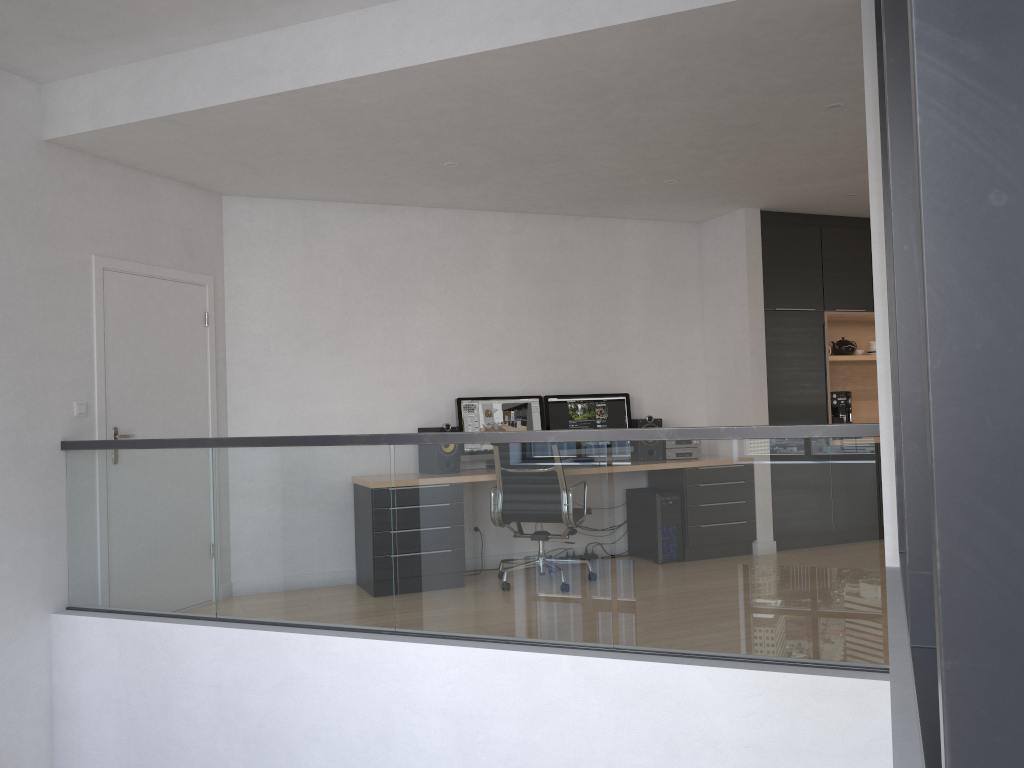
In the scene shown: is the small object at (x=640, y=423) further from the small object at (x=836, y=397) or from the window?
the window

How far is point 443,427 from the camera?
6.2 meters

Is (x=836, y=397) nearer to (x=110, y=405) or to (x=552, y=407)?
(x=552, y=407)

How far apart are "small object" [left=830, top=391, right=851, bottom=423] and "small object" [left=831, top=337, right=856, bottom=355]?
0.5m

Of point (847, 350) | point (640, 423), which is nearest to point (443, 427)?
point (640, 423)

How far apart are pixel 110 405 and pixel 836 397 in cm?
549

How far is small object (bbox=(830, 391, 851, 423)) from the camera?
7.35m

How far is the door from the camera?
5.1 meters

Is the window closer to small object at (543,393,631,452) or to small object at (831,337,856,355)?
small object at (543,393,631,452)

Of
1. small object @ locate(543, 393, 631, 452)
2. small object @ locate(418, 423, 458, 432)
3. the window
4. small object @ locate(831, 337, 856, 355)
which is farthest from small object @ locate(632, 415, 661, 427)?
the window
